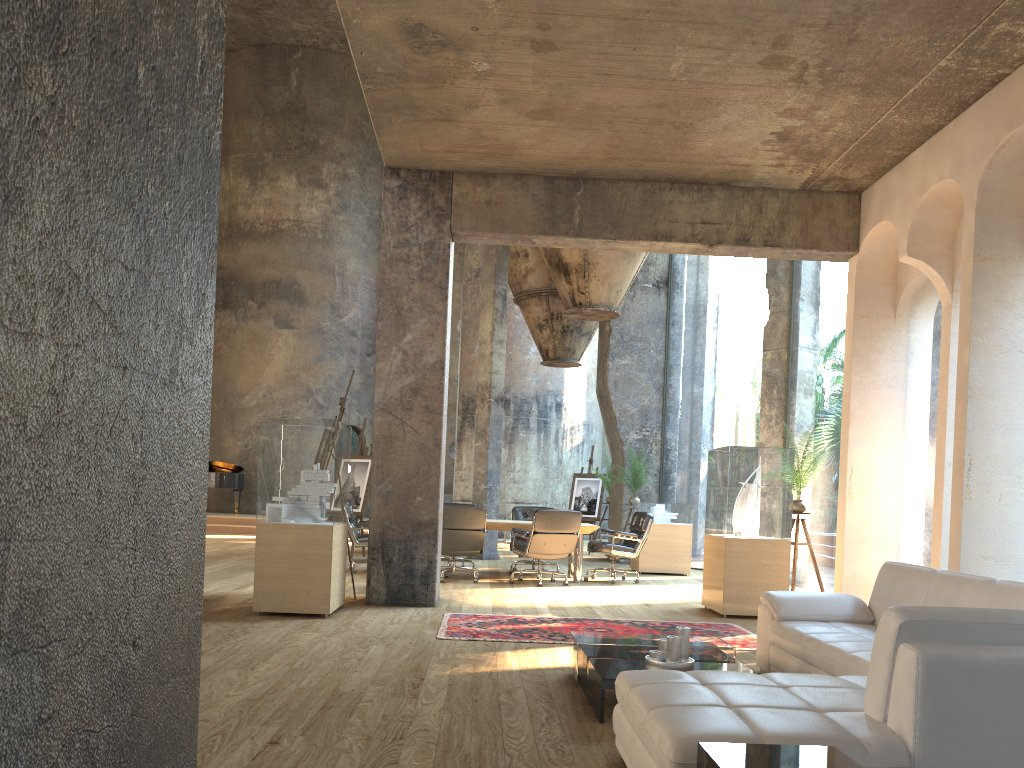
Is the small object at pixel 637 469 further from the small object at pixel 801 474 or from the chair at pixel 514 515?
the small object at pixel 801 474

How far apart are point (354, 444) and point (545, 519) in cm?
1302

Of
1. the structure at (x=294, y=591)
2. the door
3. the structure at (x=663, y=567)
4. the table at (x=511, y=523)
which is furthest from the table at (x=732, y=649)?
the door

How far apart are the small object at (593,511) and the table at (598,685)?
12.2 meters

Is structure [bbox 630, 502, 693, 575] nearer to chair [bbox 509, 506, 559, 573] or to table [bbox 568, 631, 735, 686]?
chair [bbox 509, 506, 559, 573]

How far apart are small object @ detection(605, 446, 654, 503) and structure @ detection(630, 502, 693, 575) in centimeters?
19cm

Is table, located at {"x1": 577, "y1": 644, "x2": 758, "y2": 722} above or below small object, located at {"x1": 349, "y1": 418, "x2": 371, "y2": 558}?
below

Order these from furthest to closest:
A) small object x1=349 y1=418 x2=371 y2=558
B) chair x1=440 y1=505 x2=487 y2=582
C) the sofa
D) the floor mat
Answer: small object x1=349 y1=418 x2=371 y2=558 → chair x1=440 y1=505 x2=487 y2=582 → the floor mat → the sofa

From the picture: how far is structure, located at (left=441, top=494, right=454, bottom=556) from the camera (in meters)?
40.26

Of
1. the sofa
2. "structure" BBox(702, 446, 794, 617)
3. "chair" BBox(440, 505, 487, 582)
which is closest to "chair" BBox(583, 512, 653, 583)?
"structure" BBox(702, 446, 794, 617)
